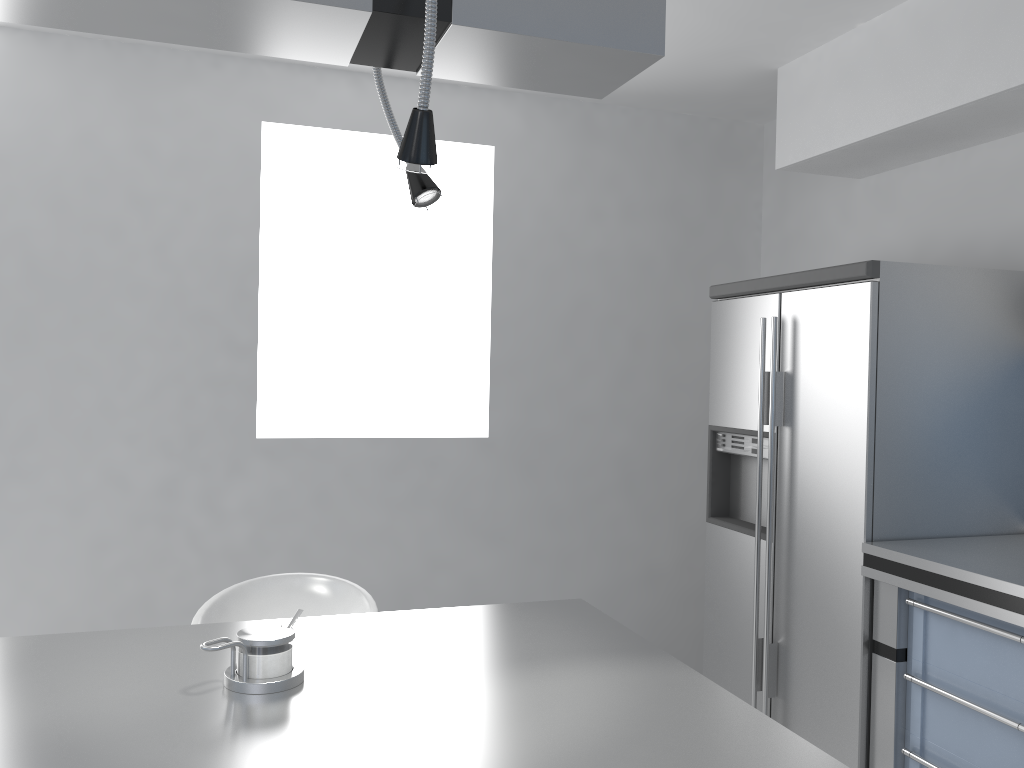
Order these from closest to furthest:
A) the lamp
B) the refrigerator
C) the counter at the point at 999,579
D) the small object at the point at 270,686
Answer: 1. the lamp
2. the small object at the point at 270,686
3. the counter at the point at 999,579
4. the refrigerator

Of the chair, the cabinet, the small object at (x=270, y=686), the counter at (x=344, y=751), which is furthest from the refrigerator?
the small object at (x=270, y=686)

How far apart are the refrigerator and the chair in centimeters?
148cm

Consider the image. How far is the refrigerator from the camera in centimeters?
273cm

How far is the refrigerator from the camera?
2.7 meters

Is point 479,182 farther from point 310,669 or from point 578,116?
point 310,669

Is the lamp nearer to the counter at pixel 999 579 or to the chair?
the chair

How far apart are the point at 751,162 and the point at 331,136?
2.04m

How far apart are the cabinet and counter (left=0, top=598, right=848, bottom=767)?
1.17m

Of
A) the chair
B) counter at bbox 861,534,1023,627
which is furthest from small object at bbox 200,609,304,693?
counter at bbox 861,534,1023,627
